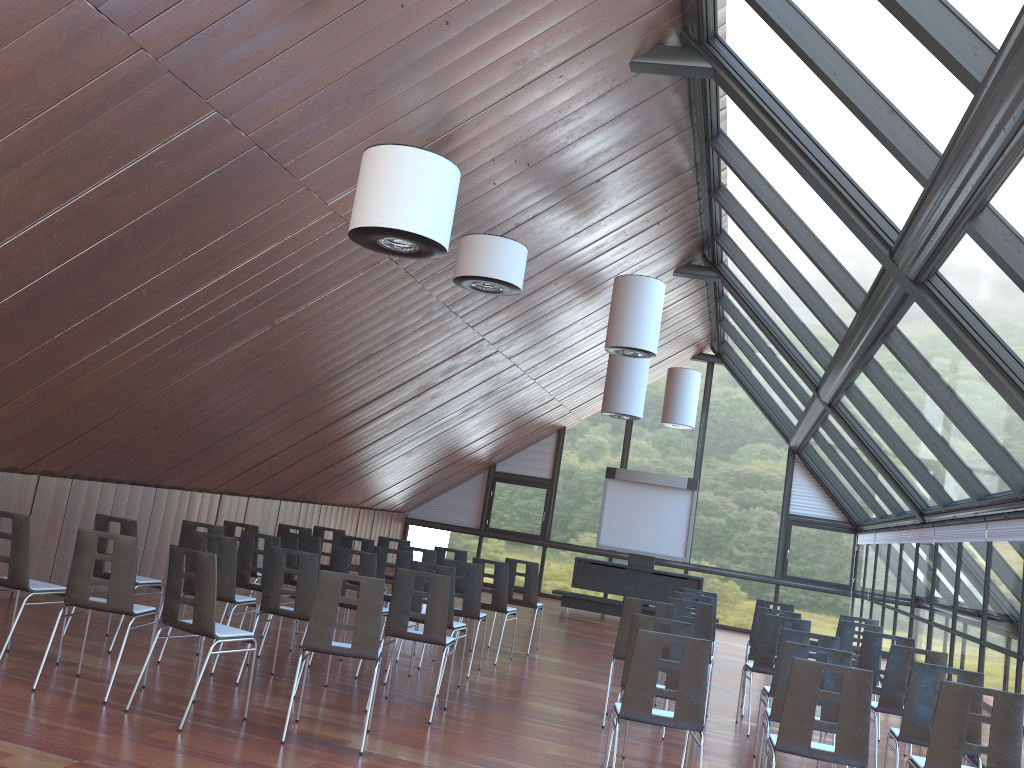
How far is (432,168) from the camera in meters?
5.7 m

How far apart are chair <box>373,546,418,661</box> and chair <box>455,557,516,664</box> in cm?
114

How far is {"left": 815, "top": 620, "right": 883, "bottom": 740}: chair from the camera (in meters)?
9.71

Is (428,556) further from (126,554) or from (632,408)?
(126,554)

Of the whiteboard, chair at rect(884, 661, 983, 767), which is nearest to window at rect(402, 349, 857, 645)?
the whiteboard

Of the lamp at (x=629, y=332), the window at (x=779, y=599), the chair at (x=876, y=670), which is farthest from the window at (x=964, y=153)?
the chair at (x=876, y=670)

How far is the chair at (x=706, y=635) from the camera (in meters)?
9.01

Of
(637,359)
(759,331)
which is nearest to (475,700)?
(637,359)

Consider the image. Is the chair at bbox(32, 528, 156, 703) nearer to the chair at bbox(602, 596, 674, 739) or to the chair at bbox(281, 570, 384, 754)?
the chair at bbox(281, 570, 384, 754)

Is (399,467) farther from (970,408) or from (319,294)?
(970,408)
